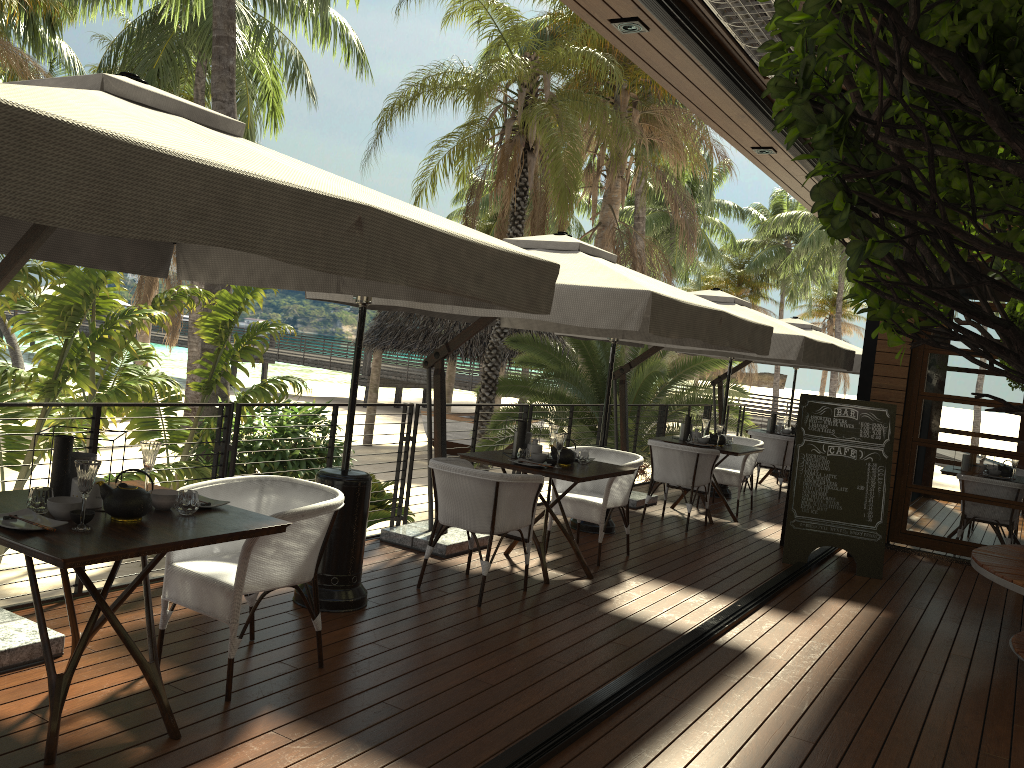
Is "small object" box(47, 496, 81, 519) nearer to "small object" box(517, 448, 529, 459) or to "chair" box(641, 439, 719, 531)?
"small object" box(517, 448, 529, 459)

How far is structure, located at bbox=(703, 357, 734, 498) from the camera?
10.53m

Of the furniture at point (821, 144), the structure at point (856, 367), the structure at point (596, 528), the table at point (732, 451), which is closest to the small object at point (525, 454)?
the structure at point (596, 528)

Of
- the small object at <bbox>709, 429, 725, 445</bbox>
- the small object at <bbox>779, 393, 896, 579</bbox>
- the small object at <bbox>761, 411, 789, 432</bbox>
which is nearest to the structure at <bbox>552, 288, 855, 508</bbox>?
the small object at <bbox>779, 393, 896, 579</bbox>

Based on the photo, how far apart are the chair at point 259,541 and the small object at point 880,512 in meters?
4.6 m

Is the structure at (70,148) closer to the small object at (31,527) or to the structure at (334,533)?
the structure at (334,533)

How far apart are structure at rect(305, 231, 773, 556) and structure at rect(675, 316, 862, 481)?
4.36m

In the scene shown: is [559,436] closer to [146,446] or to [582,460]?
[582,460]

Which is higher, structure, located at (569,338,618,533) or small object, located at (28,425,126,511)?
small object, located at (28,425,126,511)

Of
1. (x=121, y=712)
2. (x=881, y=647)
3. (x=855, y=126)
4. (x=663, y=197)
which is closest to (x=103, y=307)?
(x=121, y=712)
